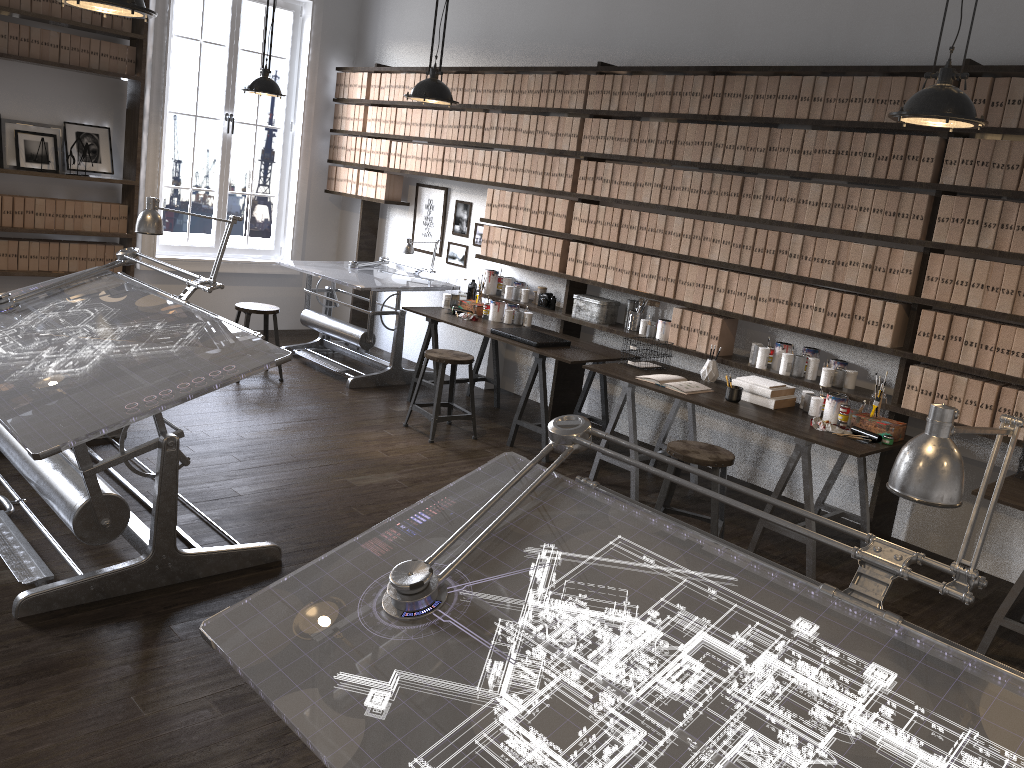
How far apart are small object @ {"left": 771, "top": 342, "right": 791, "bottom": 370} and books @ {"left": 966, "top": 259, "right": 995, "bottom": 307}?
1.01m

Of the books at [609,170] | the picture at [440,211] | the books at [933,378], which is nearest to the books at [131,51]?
the picture at [440,211]

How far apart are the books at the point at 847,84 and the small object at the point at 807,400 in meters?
1.4 m

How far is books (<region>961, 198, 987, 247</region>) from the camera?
4.1 meters

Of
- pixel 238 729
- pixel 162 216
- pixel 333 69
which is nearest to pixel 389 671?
pixel 238 729

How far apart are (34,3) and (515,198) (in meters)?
3.67

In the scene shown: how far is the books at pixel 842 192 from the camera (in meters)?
4.54

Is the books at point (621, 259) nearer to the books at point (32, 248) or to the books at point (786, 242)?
the books at point (786, 242)

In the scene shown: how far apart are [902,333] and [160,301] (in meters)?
3.60

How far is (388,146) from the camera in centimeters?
734cm
